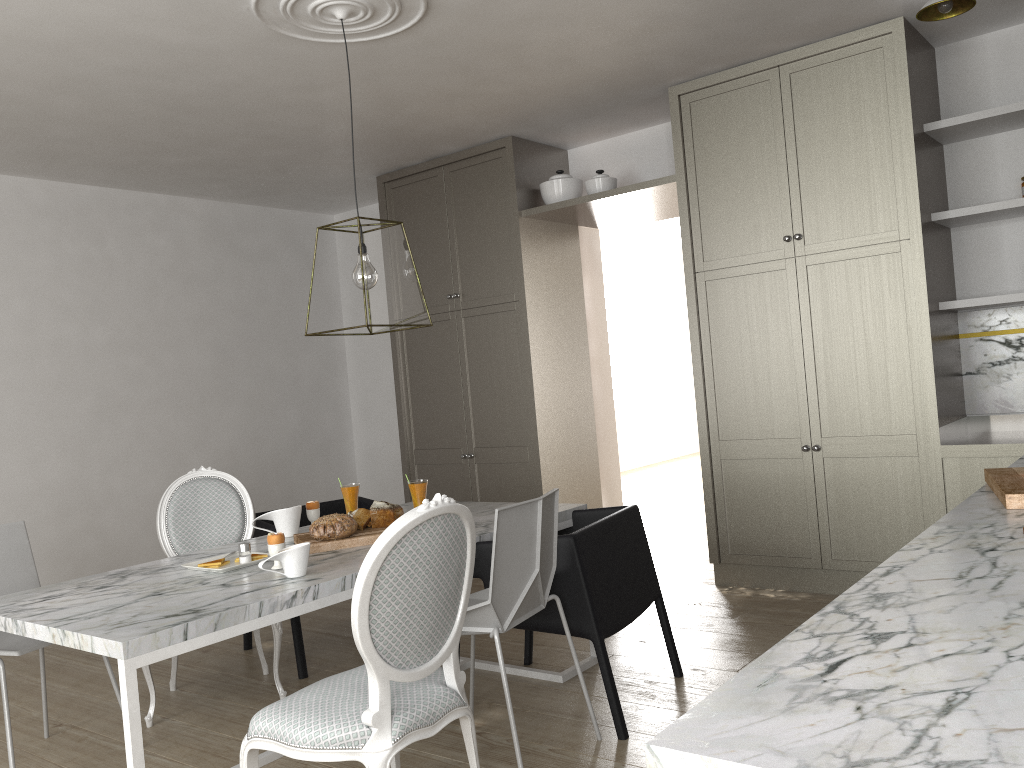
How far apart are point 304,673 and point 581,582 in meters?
1.4 m

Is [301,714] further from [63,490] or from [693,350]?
[63,490]

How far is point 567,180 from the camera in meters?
4.7 m

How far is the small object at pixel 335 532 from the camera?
2.73m

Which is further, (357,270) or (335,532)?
(357,270)

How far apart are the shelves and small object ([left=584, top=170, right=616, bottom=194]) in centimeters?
154cm

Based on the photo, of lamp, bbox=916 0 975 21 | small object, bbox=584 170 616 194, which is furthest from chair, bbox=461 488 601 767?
small object, bbox=584 170 616 194

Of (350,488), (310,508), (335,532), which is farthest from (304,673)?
(335,532)

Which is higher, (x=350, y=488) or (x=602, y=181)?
(x=602, y=181)

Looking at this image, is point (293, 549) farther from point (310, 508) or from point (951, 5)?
point (951, 5)
